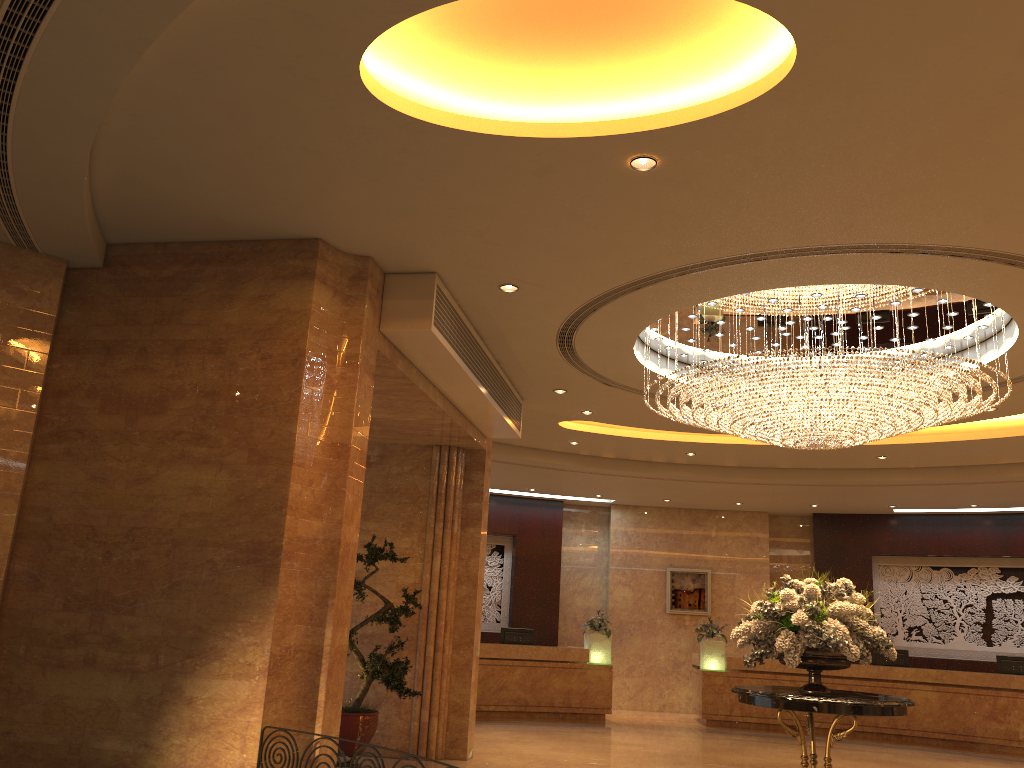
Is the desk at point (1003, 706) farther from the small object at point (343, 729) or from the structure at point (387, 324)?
the small object at point (343, 729)

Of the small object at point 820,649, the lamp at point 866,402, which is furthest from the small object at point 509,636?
the small object at point 820,649

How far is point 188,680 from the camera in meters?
5.8 m

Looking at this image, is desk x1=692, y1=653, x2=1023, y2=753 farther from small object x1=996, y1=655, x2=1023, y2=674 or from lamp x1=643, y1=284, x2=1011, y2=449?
lamp x1=643, y1=284, x2=1011, y2=449

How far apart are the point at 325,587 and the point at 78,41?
3.7m

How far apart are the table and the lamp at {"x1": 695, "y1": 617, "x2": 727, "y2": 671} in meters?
7.9 m

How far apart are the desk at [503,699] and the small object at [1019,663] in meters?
6.4

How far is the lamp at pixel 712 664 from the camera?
15.38m

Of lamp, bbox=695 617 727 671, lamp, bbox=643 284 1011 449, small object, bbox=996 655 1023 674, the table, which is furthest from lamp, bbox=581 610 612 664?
the table

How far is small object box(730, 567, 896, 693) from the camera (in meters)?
7.24
